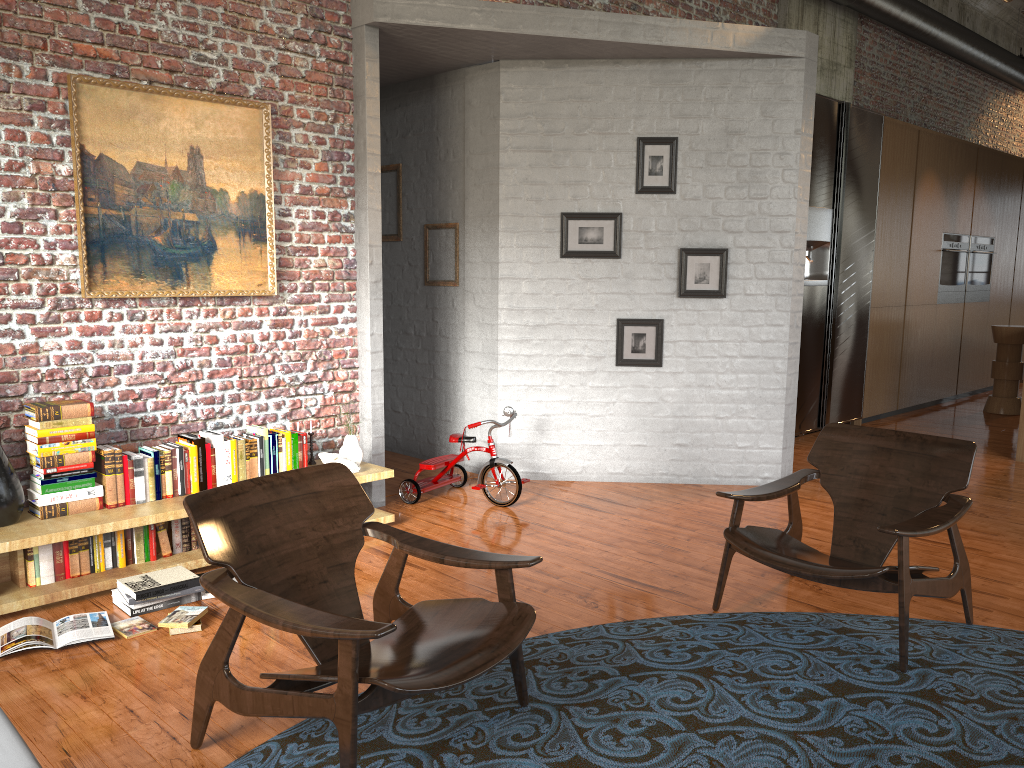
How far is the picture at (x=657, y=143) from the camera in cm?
614

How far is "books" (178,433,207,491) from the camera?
4.65m

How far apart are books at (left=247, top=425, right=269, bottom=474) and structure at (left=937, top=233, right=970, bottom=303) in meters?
8.2 m

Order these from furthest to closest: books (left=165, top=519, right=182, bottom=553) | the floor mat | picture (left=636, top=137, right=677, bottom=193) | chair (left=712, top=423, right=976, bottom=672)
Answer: picture (left=636, top=137, right=677, bottom=193) < books (left=165, top=519, right=182, bottom=553) < chair (left=712, top=423, right=976, bottom=672) < the floor mat

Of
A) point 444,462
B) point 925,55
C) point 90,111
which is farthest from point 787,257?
point 925,55

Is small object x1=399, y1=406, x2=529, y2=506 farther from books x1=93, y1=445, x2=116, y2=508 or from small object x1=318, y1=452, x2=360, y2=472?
books x1=93, y1=445, x2=116, y2=508

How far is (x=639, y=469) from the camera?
6.5m

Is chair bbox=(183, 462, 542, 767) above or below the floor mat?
above

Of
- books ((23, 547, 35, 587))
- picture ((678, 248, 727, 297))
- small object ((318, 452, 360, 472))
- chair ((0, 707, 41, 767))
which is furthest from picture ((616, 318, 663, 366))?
chair ((0, 707, 41, 767))

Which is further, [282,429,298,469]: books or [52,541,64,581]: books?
[282,429,298,469]: books
